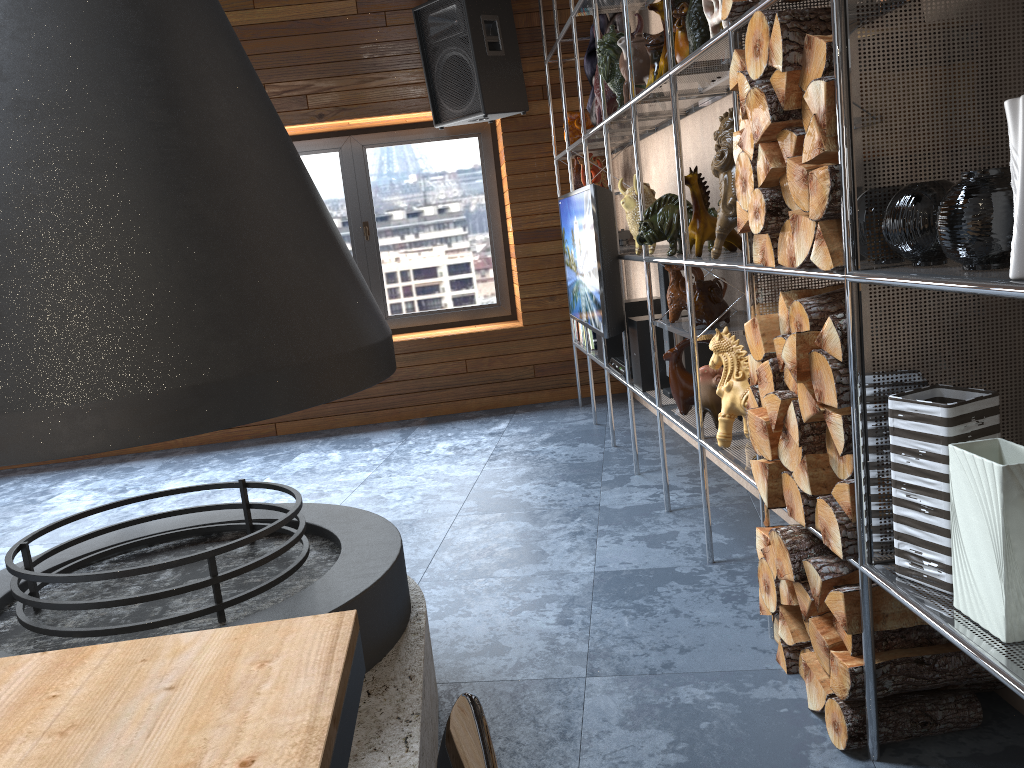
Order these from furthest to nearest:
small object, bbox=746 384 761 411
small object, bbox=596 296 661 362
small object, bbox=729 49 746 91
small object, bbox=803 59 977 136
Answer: small object, bbox=596 296 661 362, small object, bbox=746 384 761 411, small object, bbox=729 49 746 91, small object, bbox=803 59 977 136

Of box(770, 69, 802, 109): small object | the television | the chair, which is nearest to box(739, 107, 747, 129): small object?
box(770, 69, 802, 109): small object

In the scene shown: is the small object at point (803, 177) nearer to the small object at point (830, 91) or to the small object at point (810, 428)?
the small object at point (830, 91)

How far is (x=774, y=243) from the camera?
2.0m

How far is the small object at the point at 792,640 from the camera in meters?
2.1 m

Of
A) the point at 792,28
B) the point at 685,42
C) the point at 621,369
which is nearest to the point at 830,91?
the point at 792,28

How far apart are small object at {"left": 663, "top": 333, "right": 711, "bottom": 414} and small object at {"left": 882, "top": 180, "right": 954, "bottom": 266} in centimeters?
161cm

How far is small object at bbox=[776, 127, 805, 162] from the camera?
1.8 meters

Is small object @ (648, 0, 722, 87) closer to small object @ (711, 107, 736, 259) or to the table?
small object @ (711, 107, 736, 259)

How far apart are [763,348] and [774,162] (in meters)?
0.43
